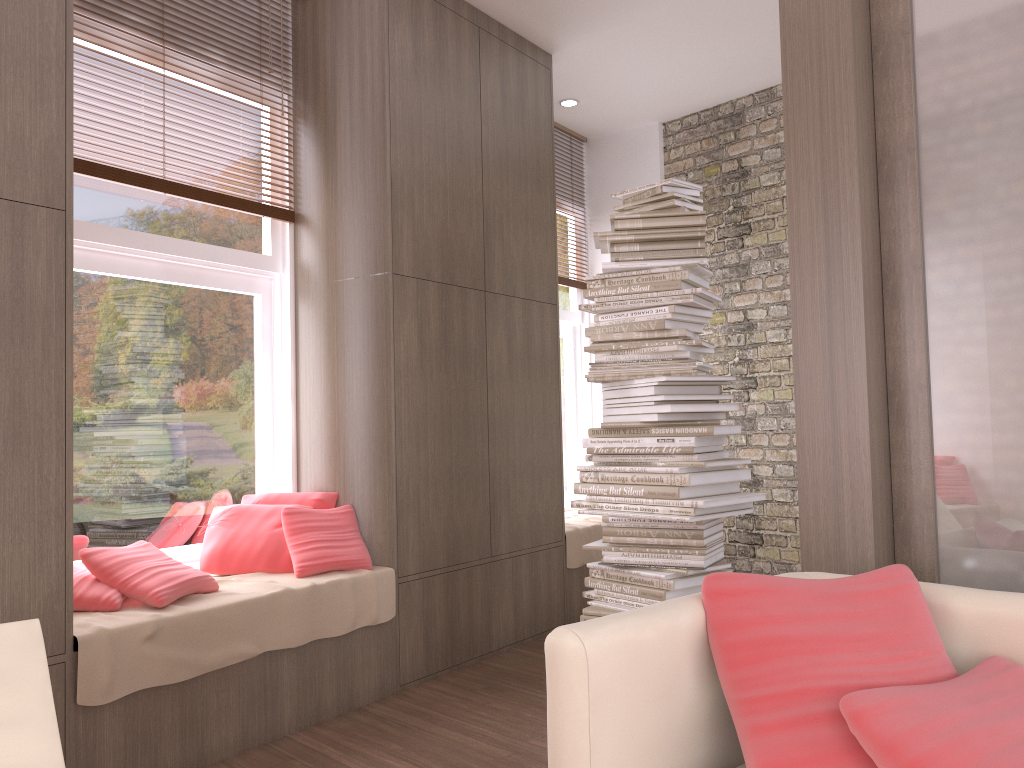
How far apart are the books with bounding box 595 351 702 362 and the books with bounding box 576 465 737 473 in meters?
0.4 m

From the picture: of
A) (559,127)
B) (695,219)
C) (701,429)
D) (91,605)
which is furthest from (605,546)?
(559,127)

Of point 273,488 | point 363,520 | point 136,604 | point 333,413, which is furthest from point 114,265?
point 363,520

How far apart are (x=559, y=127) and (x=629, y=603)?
3.9m

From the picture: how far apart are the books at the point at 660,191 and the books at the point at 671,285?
0.37m

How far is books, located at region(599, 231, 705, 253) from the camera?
3.4m

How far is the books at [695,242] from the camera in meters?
3.5

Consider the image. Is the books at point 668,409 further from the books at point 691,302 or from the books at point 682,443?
the books at point 691,302

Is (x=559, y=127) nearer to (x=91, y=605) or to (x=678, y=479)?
(x=678, y=479)

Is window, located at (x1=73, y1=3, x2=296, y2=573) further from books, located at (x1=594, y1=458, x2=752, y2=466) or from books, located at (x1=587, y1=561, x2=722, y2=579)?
books, located at (x1=594, y1=458, x2=752, y2=466)
